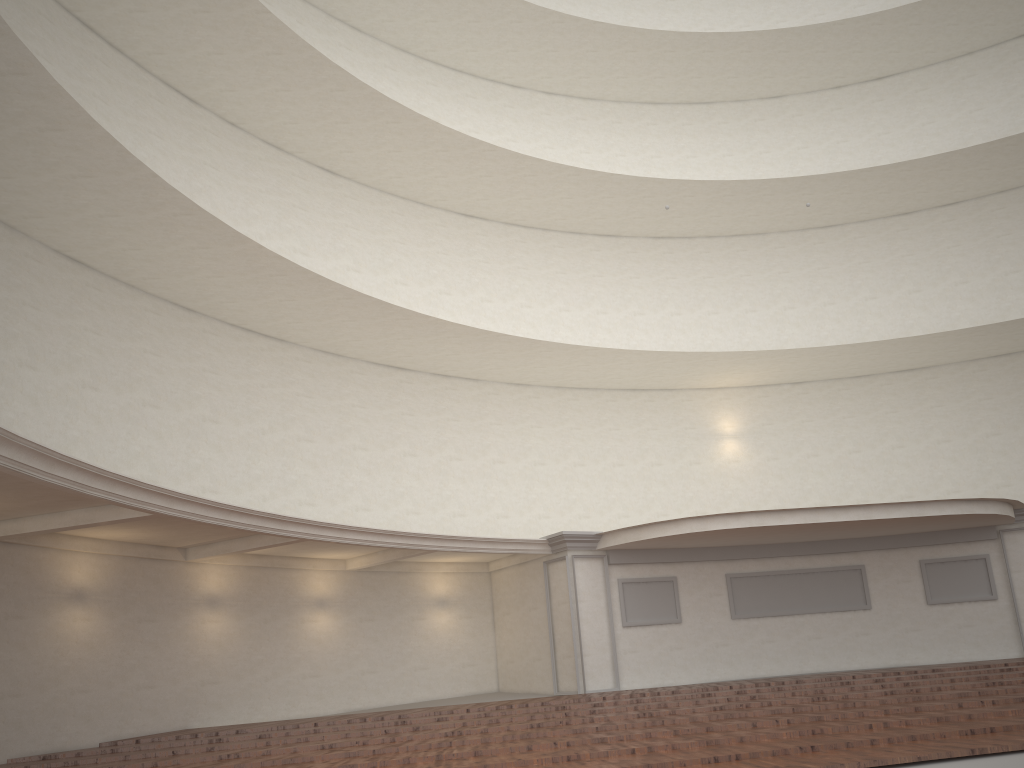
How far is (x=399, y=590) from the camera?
17.7m
